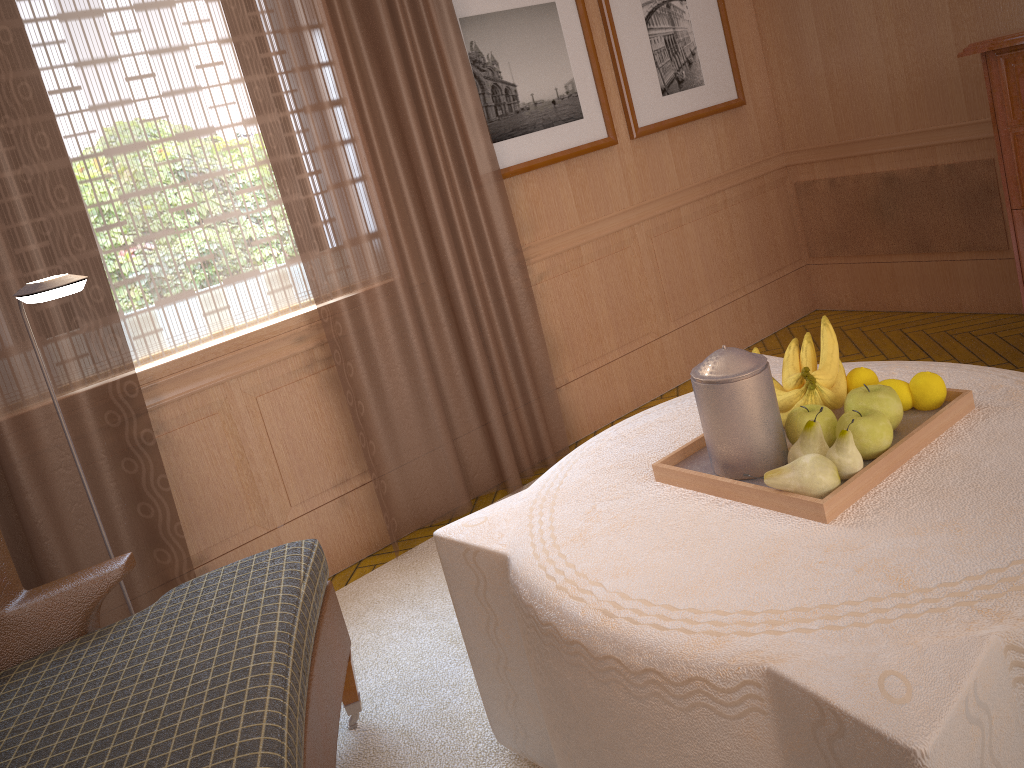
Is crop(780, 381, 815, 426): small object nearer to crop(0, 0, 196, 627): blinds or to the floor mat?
the floor mat

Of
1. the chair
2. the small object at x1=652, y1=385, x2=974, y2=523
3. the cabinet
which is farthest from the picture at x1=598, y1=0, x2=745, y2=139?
the chair

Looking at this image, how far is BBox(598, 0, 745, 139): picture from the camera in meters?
5.9 m

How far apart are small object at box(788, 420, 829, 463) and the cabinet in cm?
274

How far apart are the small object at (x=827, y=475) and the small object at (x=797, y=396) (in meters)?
0.40

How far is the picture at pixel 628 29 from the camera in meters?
5.9

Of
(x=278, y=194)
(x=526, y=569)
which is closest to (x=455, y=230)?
(x=278, y=194)

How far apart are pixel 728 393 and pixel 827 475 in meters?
0.4

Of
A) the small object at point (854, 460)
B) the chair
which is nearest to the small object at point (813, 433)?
the small object at point (854, 460)

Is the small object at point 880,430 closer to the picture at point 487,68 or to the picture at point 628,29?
the picture at point 487,68
